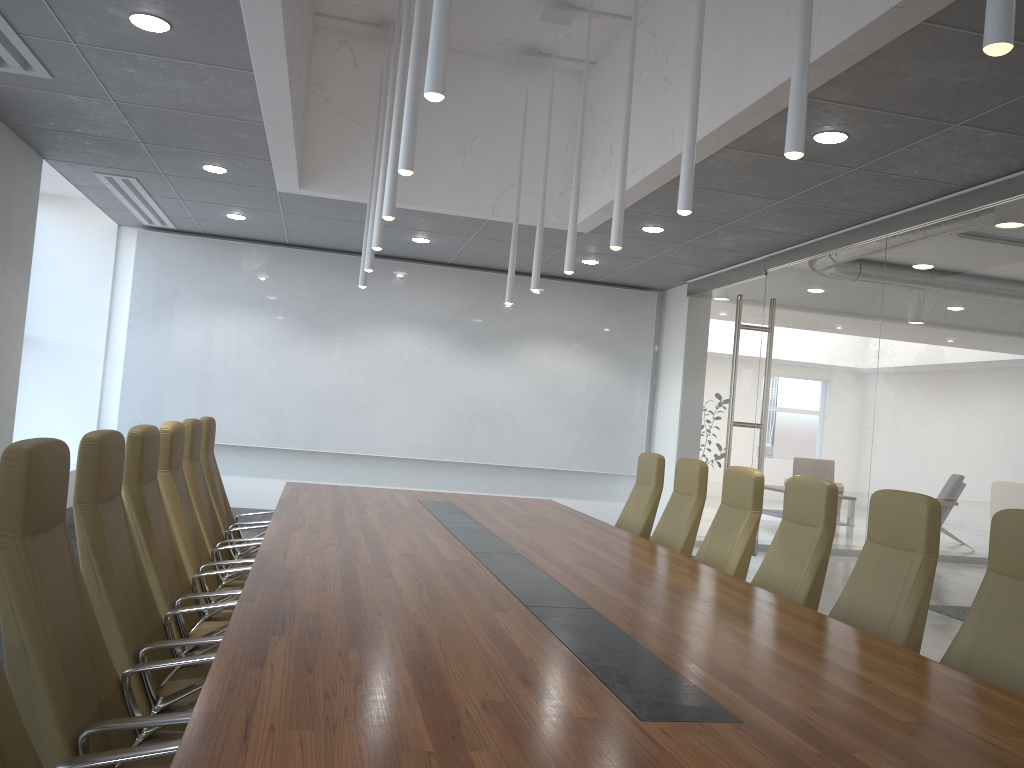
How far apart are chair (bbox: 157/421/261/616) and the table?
0.4 meters

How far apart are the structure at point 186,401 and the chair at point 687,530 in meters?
5.0

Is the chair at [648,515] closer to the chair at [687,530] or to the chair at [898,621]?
the chair at [687,530]

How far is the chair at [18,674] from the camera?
2.3 meters

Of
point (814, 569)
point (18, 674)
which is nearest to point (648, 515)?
point (814, 569)

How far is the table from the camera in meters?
1.9

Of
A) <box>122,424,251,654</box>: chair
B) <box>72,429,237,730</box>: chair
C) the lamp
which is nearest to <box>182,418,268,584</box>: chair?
<box>122,424,251,654</box>: chair

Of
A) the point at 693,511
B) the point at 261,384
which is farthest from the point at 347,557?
the point at 261,384

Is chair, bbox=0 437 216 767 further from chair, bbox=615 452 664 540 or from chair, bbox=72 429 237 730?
chair, bbox=615 452 664 540

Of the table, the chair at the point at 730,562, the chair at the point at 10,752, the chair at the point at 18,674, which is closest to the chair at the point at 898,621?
the table
